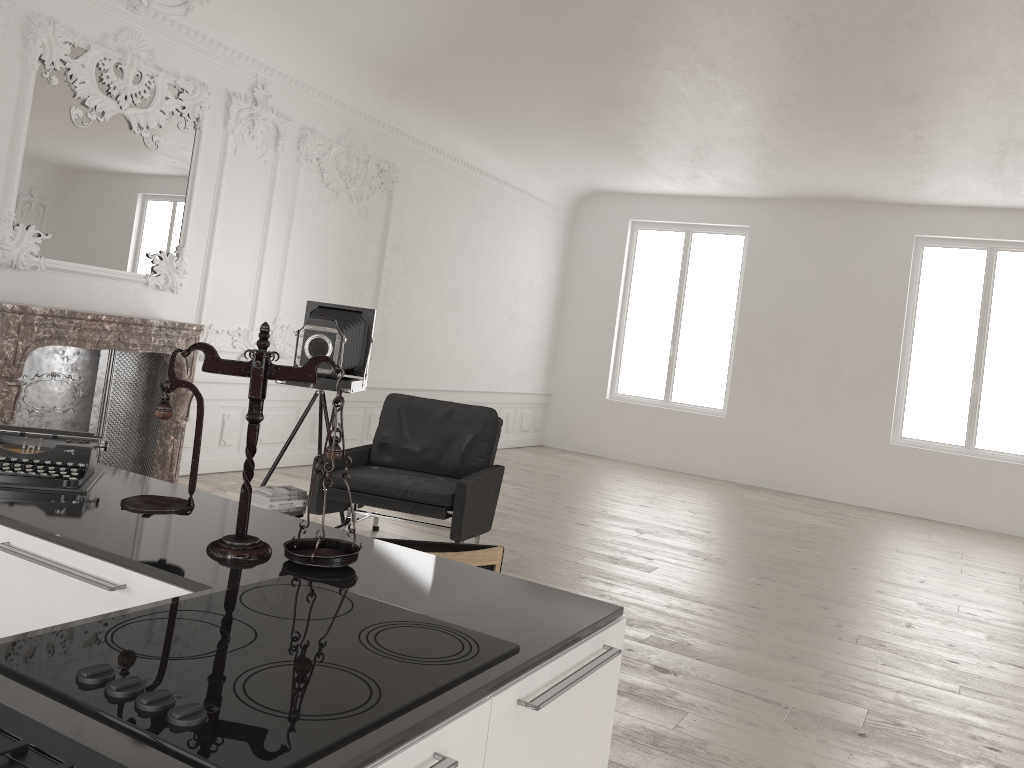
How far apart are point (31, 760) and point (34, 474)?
1.4 meters

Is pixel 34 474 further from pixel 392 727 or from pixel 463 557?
pixel 392 727

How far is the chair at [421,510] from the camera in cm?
518

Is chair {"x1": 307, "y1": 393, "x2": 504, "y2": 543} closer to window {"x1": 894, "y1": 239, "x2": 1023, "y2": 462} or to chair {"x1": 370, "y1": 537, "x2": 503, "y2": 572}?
chair {"x1": 370, "y1": 537, "x2": 503, "y2": 572}

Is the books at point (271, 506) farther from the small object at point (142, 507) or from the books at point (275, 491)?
the small object at point (142, 507)

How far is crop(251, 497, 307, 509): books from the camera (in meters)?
5.17

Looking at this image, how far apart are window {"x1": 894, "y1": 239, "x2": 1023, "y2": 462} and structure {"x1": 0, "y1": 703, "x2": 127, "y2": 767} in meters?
11.4 m

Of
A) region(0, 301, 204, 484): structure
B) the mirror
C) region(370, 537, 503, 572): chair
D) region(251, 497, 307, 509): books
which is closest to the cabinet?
region(370, 537, 503, 572): chair

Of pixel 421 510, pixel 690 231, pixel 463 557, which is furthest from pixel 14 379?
pixel 690 231

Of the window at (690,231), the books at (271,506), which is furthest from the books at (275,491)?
the window at (690,231)
